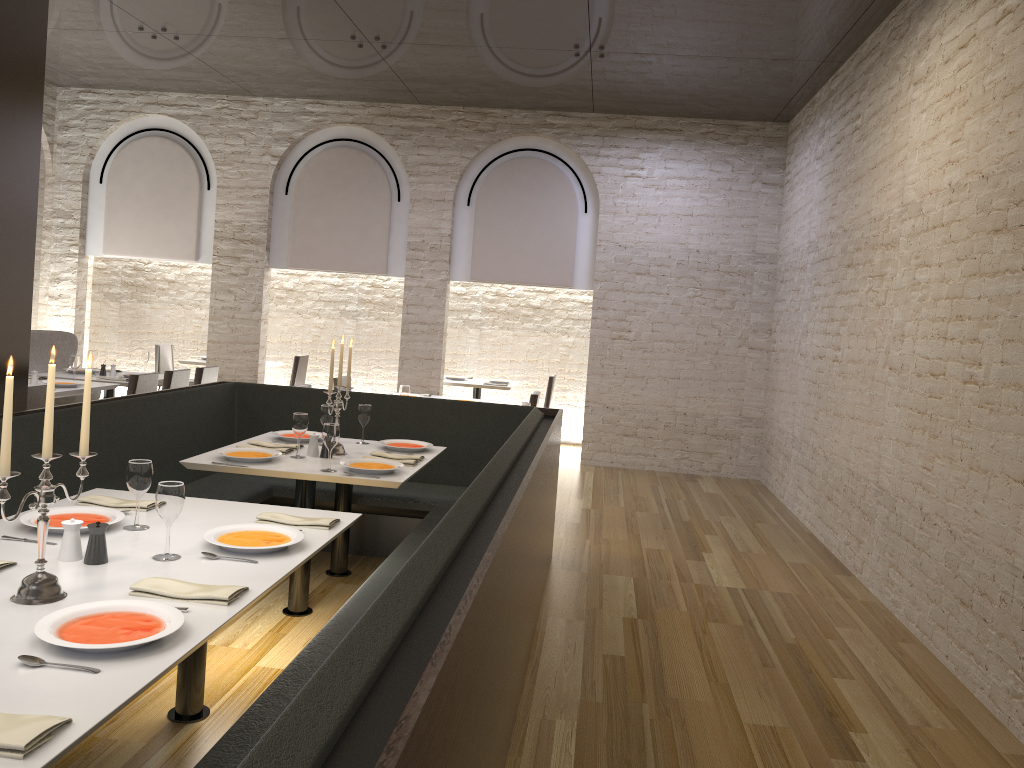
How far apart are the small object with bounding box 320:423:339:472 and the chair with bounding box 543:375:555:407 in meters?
6.3

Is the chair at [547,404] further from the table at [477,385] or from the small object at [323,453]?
the small object at [323,453]

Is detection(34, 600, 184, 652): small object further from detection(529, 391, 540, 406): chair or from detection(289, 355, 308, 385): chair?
detection(289, 355, 308, 385): chair

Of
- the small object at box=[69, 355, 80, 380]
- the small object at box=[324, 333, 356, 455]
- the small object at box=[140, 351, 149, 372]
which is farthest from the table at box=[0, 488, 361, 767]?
the small object at box=[140, 351, 149, 372]

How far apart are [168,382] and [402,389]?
2.2 meters

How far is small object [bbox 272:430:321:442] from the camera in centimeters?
507cm

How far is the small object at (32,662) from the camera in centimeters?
190cm

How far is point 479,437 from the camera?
5.8 meters

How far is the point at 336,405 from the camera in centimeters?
478cm

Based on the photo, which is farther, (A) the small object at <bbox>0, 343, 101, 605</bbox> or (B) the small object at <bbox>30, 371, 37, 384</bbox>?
(B) the small object at <bbox>30, 371, 37, 384</bbox>
